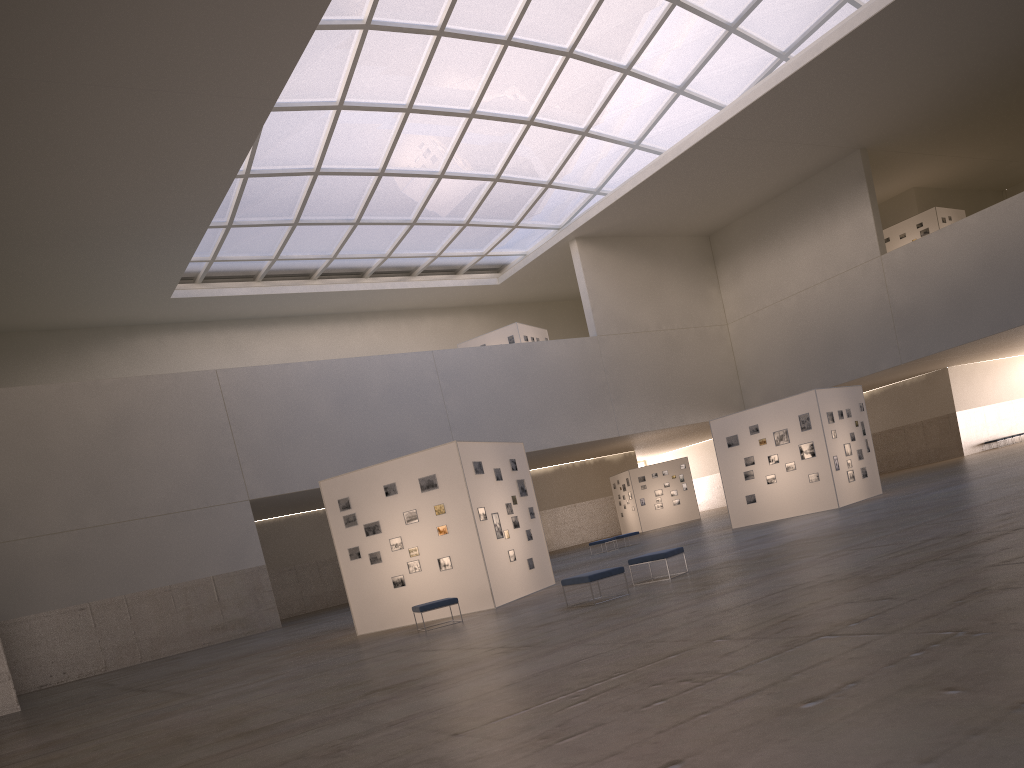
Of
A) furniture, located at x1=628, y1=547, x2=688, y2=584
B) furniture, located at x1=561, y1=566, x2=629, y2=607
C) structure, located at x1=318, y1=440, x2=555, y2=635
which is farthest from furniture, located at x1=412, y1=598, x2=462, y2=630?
furniture, located at x1=628, y1=547, x2=688, y2=584

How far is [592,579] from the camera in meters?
17.5 m

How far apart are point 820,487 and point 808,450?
1.4m

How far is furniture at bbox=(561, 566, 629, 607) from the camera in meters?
17.5

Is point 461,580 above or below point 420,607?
above

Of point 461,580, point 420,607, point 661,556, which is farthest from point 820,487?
point 420,607

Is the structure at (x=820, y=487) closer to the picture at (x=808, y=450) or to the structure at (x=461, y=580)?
the picture at (x=808, y=450)

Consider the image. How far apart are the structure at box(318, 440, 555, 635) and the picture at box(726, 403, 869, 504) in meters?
12.1

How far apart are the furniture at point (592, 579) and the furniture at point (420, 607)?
3.83m

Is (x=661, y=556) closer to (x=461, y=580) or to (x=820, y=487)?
(x=461, y=580)
